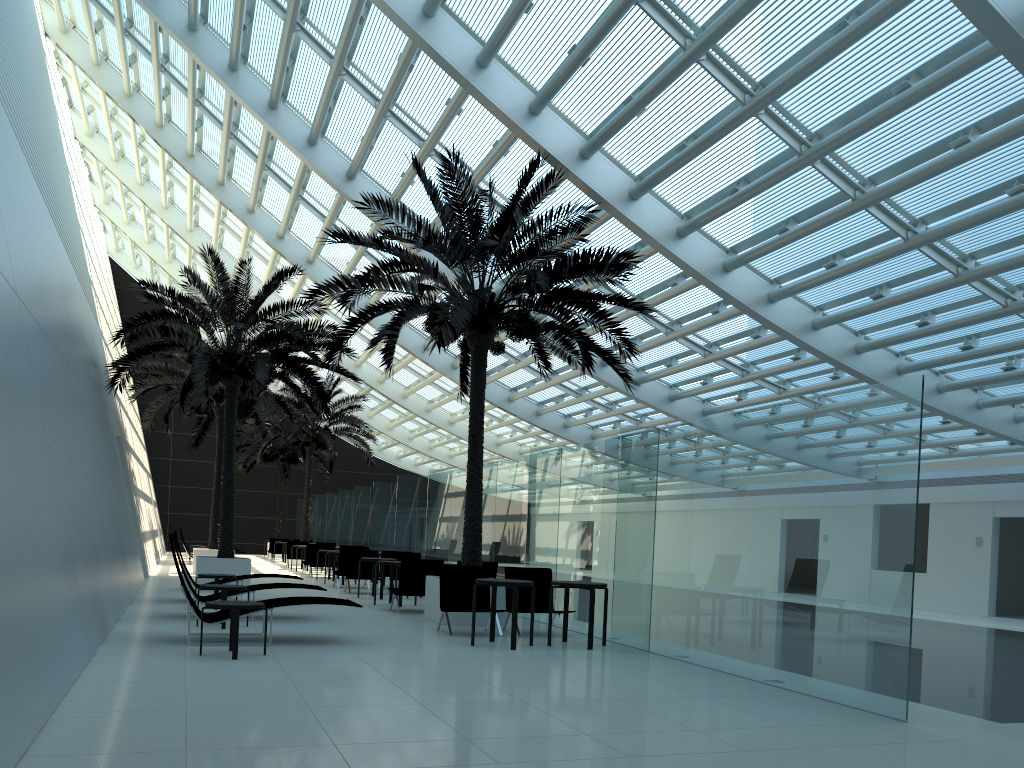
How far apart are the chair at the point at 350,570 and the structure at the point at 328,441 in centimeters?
1130cm

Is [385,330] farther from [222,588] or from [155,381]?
[155,381]

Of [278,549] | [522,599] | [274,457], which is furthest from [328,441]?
[522,599]

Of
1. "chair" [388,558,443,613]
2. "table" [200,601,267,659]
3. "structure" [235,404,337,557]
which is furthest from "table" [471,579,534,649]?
"structure" [235,404,337,557]

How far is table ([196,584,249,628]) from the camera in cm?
1046

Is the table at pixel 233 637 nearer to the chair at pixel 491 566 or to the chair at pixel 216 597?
the chair at pixel 216 597

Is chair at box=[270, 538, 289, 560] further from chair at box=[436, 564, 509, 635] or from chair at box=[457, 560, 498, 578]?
chair at box=[436, 564, 509, 635]

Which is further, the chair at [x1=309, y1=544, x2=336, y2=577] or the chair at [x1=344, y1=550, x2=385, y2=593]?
the chair at [x1=309, y1=544, x2=336, y2=577]

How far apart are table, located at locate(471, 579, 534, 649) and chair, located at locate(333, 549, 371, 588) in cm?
978

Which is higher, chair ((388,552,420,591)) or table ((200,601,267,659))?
chair ((388,552,420,591))
